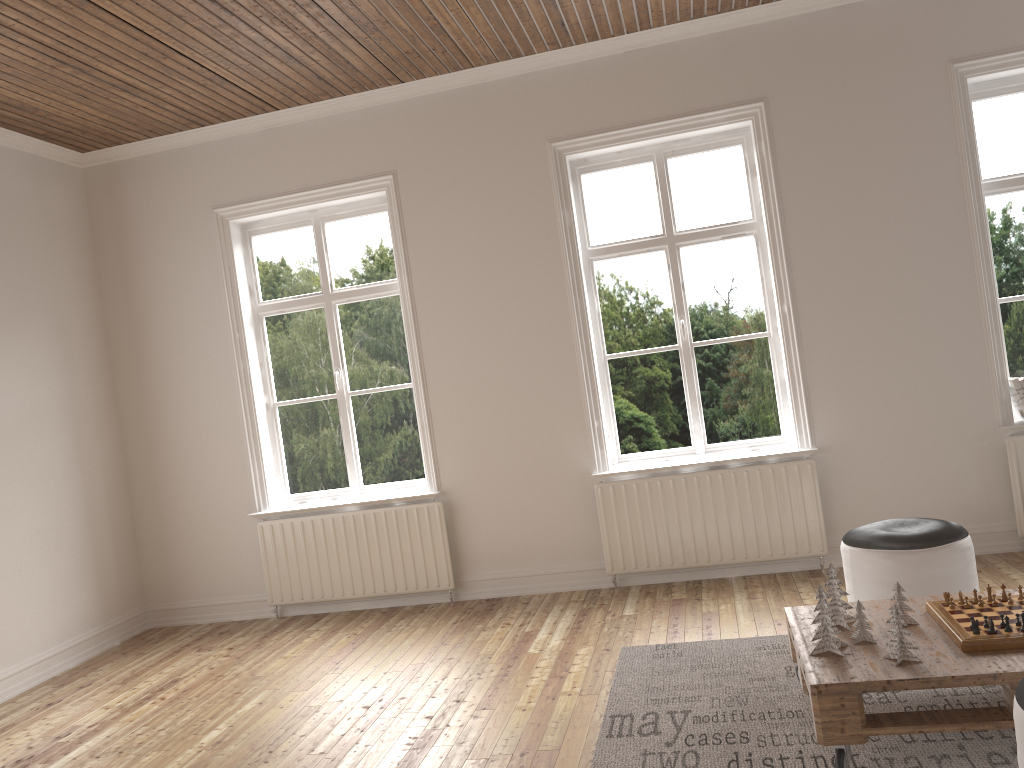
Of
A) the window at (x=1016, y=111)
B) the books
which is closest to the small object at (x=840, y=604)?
the books

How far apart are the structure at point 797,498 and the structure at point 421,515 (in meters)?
0.94

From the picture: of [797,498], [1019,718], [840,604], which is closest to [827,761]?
[840,604]

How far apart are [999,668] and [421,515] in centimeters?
342cm

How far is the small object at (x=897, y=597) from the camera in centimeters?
291cm

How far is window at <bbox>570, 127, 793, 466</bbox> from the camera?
5.1 meters

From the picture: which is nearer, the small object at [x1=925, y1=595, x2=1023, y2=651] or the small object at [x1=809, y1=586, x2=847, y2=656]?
the small object at [x1=925, y1=595, x2=1023, y2=651]

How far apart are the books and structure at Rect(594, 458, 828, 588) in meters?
1.1 m

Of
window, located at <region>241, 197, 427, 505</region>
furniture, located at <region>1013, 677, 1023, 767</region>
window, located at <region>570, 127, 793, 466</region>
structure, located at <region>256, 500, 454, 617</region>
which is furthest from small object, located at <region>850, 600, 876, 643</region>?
window, located at <region>241, 197, 427, 505</region>

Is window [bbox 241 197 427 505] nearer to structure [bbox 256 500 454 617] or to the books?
structure [bbox 256 500 454 617]
